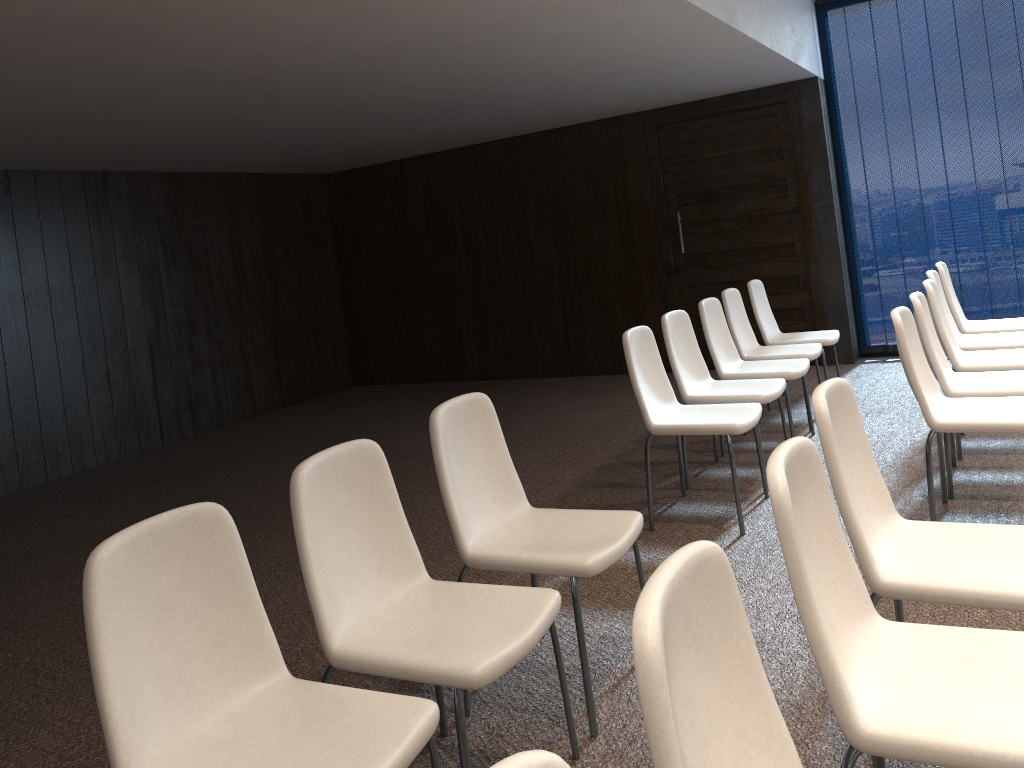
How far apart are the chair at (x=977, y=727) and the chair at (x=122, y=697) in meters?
0.8 m

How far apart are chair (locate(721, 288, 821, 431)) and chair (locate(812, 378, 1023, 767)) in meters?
3.1 m

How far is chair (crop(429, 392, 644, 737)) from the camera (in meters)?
2.61

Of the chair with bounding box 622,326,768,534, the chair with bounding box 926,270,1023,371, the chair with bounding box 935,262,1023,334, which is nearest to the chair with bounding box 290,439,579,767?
the chair with bounding box 622,326,768,534

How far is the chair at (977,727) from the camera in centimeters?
153cm

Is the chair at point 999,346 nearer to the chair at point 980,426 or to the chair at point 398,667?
the chair at point 980,426

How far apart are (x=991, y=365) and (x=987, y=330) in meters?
1.2

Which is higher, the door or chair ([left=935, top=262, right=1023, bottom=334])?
the door

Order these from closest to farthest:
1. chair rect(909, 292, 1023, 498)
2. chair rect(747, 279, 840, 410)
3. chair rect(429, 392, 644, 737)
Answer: chair rect(429, 392, 644, 737)
chair rect(909, 292, 1023, 498)
chair rect(747, 279, 840, 410)

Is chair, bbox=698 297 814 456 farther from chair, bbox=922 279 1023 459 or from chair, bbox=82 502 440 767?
chair, bbox=82 502 440 767
